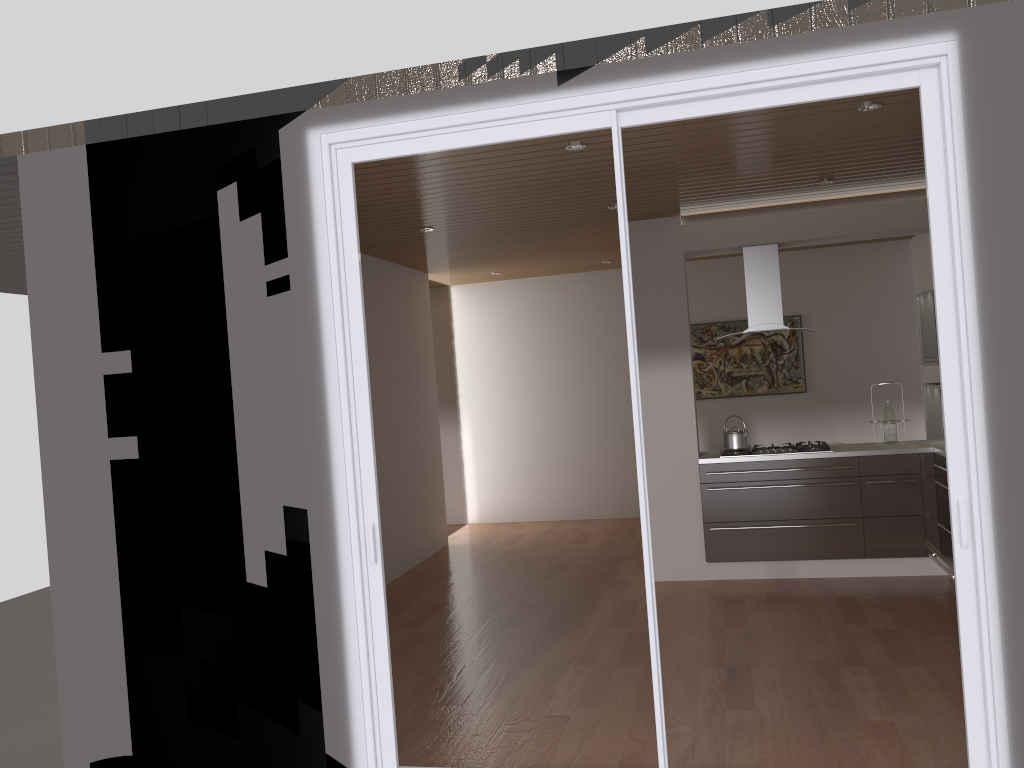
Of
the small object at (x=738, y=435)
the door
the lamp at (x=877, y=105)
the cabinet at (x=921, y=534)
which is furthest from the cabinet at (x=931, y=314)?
the door

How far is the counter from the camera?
6.1m

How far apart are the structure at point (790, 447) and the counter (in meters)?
0.06

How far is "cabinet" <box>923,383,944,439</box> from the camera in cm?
696

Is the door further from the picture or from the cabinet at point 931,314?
the picture

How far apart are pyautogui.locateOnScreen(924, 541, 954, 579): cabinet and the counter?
2.02m

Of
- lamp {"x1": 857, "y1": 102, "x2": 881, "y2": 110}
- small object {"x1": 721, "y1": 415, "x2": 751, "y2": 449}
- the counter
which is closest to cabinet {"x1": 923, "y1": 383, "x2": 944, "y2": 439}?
the counter

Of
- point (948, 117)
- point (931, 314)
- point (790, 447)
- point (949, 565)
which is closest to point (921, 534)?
point (790, 447)

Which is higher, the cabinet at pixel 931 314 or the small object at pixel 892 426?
the cabinet at pixel 931 314

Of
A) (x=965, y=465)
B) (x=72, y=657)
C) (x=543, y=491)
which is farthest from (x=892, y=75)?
(x=543, y=491)
